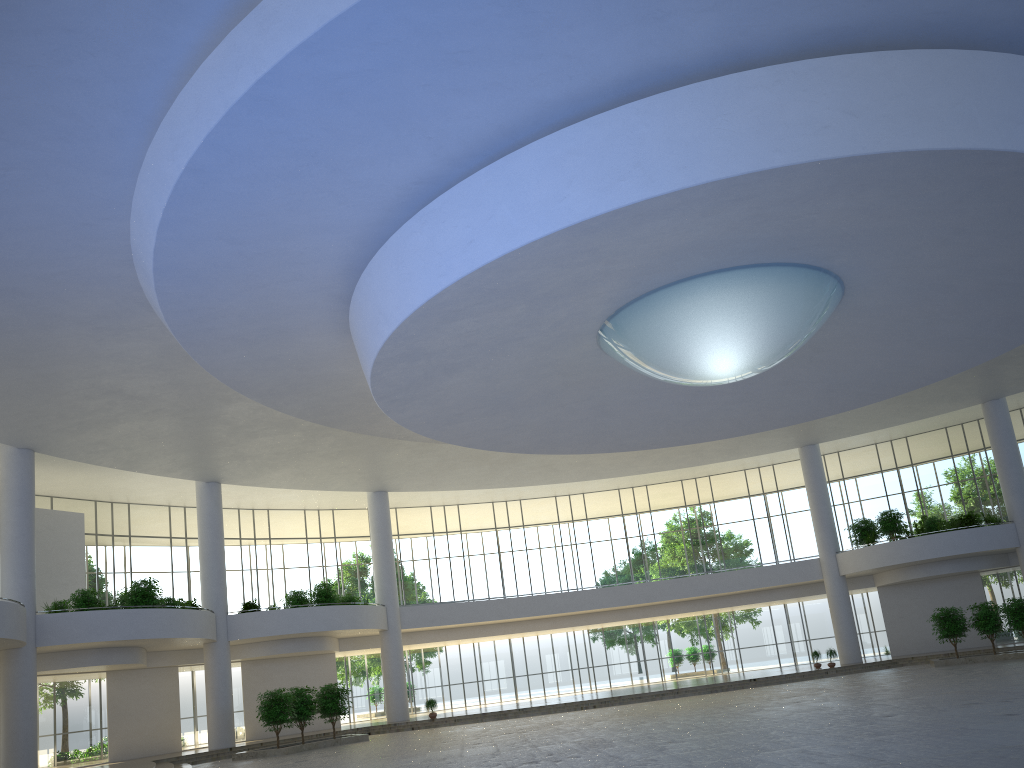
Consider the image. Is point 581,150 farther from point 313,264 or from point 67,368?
point 67,368
